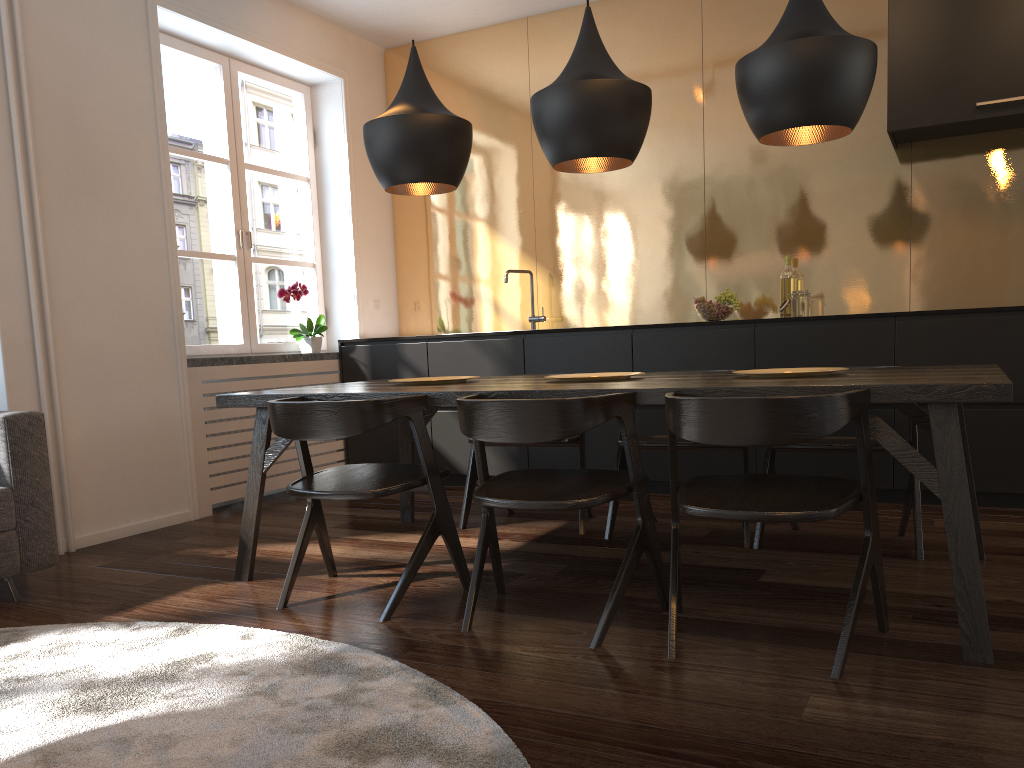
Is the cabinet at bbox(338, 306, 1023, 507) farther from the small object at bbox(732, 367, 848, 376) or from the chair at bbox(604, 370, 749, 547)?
the small object at bbox(732, 367, 848, 376)

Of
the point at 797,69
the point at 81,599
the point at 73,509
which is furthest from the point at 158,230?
the point at 797,69

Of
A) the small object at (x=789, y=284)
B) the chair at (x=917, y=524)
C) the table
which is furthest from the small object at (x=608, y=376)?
the small object at (x=789, y=284)

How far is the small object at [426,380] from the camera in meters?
3.3

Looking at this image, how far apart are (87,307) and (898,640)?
3.5m

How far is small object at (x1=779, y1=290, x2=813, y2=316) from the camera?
4.6m

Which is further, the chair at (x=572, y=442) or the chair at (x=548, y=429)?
the chair at (x=572, y=442)

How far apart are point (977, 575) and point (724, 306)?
2.6 meters

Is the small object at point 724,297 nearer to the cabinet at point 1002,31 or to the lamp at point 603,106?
the cabinet at point 1002,31

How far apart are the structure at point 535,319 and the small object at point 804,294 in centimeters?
149cm
